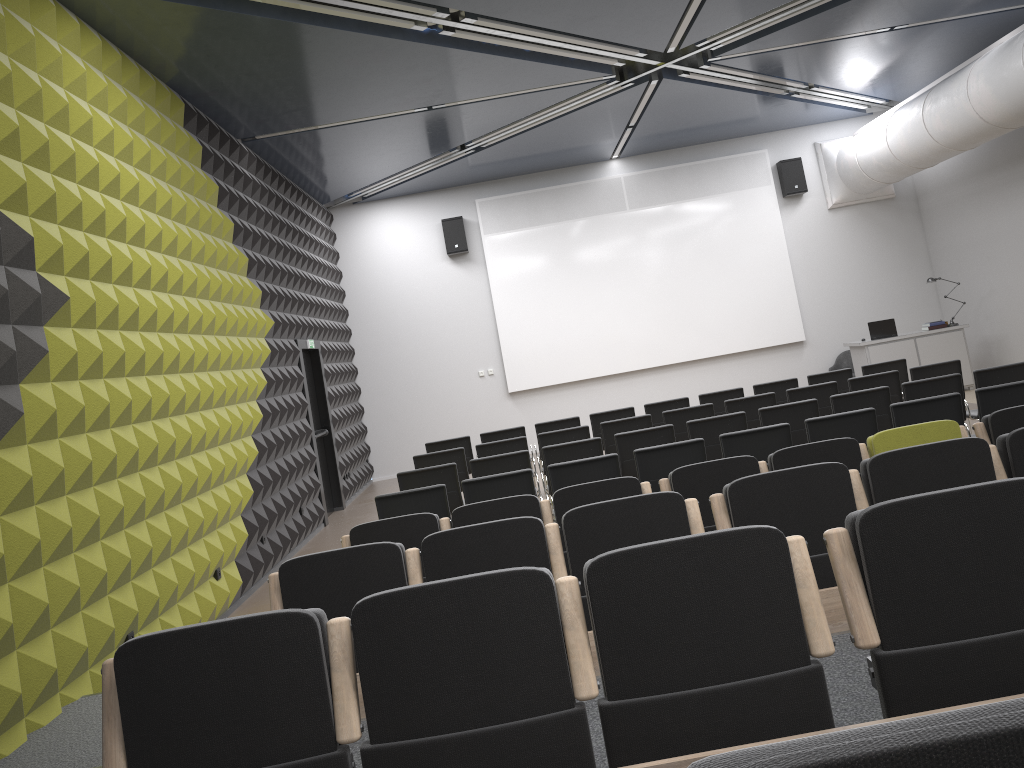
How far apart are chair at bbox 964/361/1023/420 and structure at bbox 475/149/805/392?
7.0 meters

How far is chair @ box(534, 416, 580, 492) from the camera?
10.7m

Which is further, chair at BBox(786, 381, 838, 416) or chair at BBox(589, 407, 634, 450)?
chair at BBox(589, 407, 634, 450)

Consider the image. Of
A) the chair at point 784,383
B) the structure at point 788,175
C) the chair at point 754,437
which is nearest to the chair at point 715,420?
the chair at point 754,437

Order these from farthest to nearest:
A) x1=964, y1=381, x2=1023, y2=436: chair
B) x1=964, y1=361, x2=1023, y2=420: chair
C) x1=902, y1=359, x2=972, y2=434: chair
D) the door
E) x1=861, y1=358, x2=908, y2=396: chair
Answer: the door < x1=861, y1=358, x2=908, y2=396: chair < x1=902, y1=359, x2=972, y2=434: chair < x1=964, y1=361, x2=1023, y2=420: chair < x1=964, y1=381, x2=1023, y2=436: chair

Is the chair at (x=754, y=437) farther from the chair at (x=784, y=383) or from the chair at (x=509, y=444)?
the chair at (x=784, y=383)

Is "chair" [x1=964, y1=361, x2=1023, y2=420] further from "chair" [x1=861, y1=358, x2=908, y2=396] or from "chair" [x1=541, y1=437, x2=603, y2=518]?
"chair" [x1=541, y1=437, x2=603, y2=518]

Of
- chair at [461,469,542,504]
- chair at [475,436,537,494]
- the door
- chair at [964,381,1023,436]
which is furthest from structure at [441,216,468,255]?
chair at [964,381,1023,436]

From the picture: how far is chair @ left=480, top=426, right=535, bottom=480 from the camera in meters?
10.7 m

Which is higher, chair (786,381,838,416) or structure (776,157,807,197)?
structure (776,157,807,197)
